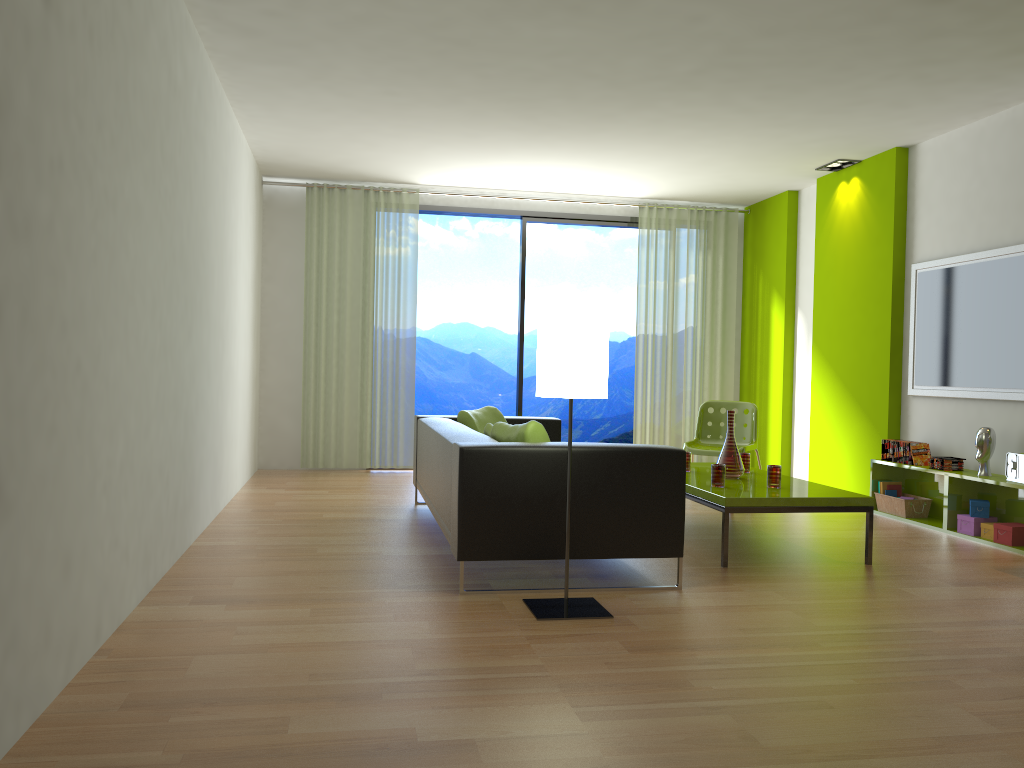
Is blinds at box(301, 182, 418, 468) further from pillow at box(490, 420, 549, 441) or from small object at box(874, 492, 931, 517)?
small object at box(874, 492, 931, 517)

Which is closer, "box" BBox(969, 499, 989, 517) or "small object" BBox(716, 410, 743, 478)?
"small object" BBox(716, 410, 743, 478)

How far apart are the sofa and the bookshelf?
2.3m

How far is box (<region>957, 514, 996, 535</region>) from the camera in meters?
5.3 m

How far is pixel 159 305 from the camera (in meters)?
3.74

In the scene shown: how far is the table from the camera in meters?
4.4

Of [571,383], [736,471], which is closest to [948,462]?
[736,471]

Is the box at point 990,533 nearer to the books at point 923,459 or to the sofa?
the books at point 923,459

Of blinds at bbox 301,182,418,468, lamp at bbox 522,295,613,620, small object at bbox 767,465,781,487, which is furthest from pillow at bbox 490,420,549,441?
blinds at bbox 301,182,418,468

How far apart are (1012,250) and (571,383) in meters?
3.5
